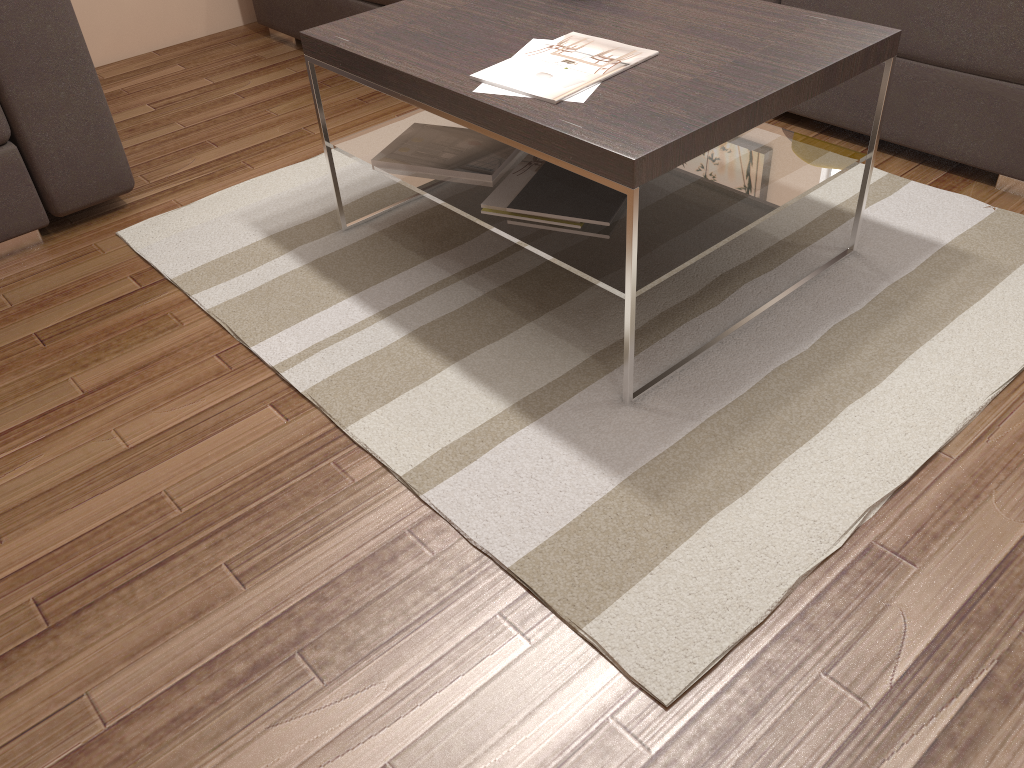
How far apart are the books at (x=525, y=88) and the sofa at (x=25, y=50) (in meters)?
1.27

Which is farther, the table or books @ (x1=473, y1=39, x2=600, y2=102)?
books @ (x1=473, y1=39, x2=600, y2=102)

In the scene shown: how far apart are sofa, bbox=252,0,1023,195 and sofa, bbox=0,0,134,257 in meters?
1.1 m

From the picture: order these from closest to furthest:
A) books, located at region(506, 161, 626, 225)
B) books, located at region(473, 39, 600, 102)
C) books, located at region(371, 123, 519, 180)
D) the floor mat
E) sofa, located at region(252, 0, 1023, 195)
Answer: the floor mat → books, located at region(473, 39, 600, 102) → books, located at region(506, 161, 626, 225) → books, located at region(371, 123, 519, 180) → sofa, located at region(252, 0, 1023, 195)

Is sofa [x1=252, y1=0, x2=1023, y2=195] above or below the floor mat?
above

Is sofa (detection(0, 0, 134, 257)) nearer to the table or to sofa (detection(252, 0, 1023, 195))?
the table

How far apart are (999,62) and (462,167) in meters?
1.4

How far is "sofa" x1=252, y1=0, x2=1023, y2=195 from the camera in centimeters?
230cm

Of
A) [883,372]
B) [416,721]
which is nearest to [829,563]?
[883,372]

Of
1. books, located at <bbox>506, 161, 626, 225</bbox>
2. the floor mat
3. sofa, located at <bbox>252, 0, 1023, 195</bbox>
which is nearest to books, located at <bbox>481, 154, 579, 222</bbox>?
books, located at <bbox>506, 161, 626, 225</bbox>
